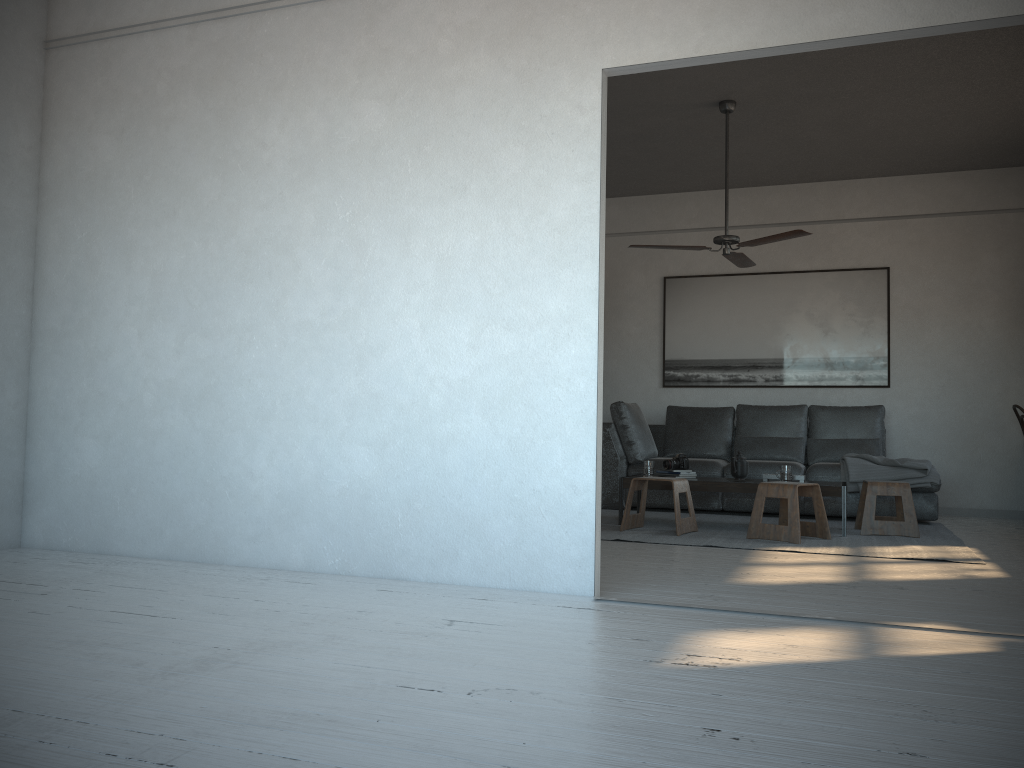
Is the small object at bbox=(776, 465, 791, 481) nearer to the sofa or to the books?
the books

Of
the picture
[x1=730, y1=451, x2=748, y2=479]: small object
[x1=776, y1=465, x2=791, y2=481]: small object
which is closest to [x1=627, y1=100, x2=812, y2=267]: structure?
[x1=730, y1=451, x2=748, y2=479]: small object

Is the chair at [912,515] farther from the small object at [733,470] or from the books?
the books

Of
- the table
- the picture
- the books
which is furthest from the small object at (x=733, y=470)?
the picture

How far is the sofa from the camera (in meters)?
6.82

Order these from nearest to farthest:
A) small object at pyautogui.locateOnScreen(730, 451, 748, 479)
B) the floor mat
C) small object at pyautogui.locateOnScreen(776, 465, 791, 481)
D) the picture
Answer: the floor mat → small object at pyautogui.locateOnScreen(776, 465, 791, 481) → small object at pyautogui.locateOnScreen(730, 451, 748, 479) → the picture

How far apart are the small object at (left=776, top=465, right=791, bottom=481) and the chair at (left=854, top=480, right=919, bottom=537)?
0.52m

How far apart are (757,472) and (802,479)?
1.0 meters

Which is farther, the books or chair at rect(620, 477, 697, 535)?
the books

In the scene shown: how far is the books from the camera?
6.2m
